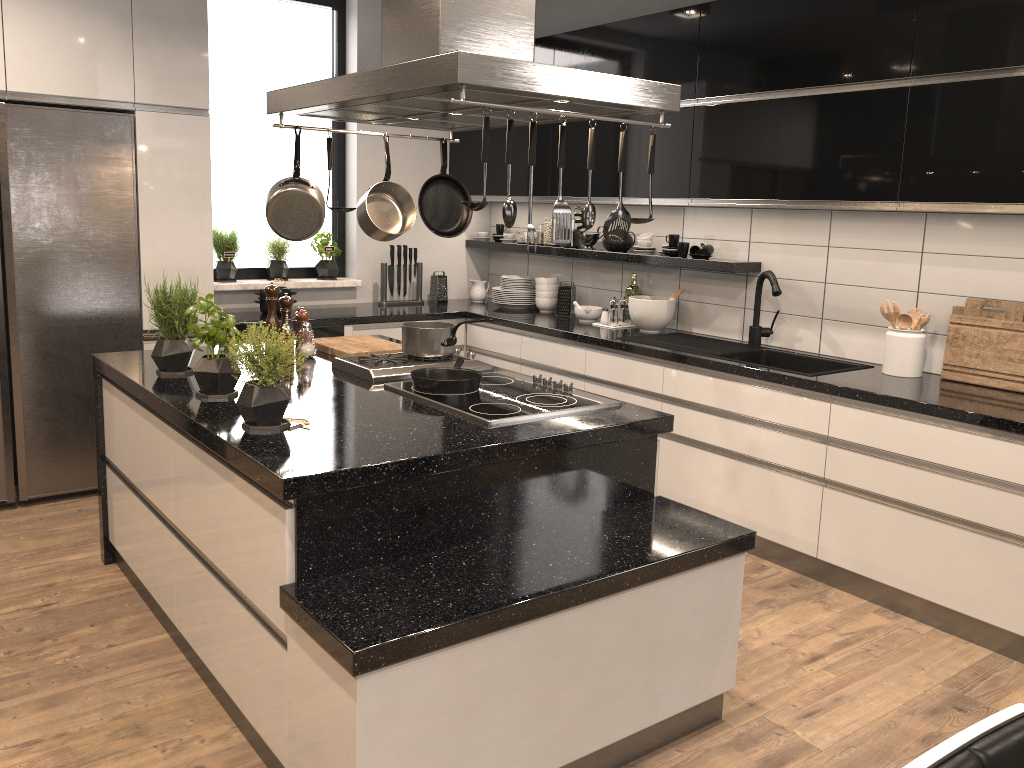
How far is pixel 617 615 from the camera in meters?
2.2

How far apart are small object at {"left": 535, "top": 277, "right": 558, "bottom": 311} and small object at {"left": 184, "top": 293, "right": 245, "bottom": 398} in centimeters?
283cm

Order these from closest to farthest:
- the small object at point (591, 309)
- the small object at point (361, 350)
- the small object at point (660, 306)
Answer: the small object at point (361, 350), the small object at point (660, 306), the small object at point (591, 309)

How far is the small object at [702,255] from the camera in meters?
4.4

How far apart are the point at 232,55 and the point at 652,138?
3.4m

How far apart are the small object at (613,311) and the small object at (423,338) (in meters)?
1.65

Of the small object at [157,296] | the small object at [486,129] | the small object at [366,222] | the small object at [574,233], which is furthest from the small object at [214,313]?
the small object at [574,233]

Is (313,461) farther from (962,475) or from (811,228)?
(811,228)

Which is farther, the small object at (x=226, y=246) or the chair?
the small object at (x=226, y=246)

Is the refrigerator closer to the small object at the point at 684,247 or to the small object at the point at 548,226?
the small object at the point at 548,226
